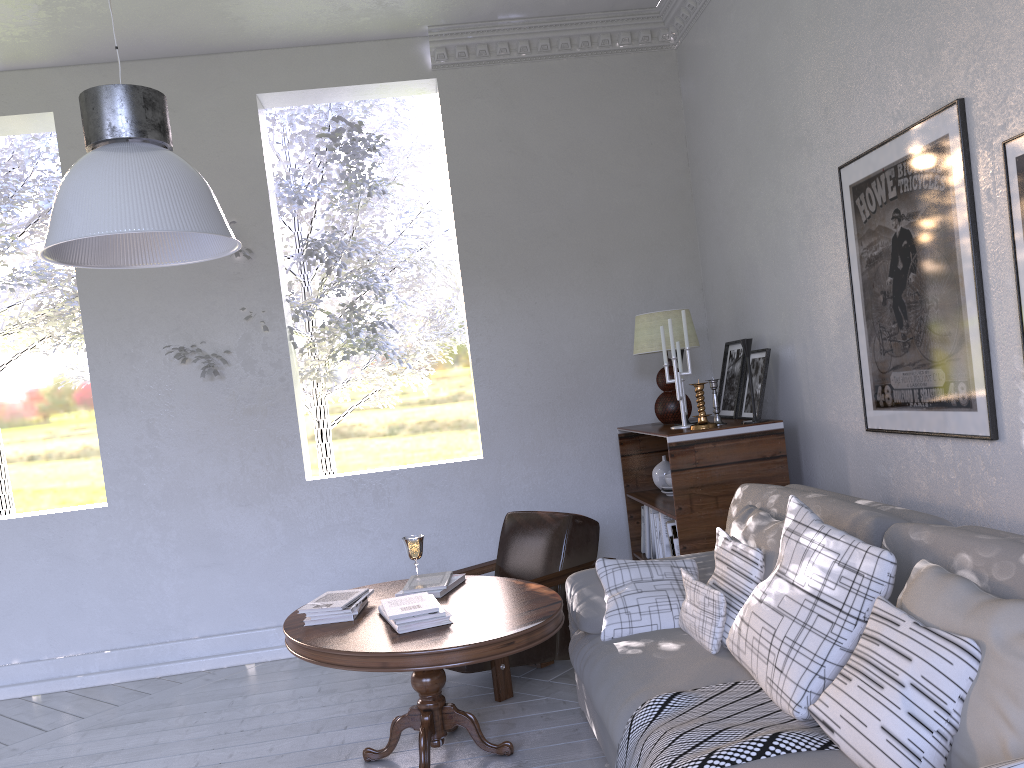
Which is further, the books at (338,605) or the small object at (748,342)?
the small object at (748,342)

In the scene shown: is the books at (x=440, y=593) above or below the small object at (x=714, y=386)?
below

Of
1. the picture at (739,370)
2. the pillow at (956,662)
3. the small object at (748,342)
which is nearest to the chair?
the picture at (739,370)

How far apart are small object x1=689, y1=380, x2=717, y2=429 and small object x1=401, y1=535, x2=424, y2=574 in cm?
101

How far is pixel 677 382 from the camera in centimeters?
316cm

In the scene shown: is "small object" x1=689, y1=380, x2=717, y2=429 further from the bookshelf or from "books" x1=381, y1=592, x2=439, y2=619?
"books" x1=381, y1=592, x2=439, y2=619

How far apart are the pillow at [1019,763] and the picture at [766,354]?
2.1 meters

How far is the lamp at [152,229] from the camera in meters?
1.5 m

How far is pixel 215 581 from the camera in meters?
3.8 m

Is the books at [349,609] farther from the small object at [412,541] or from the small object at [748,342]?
the small object at [748,342]
